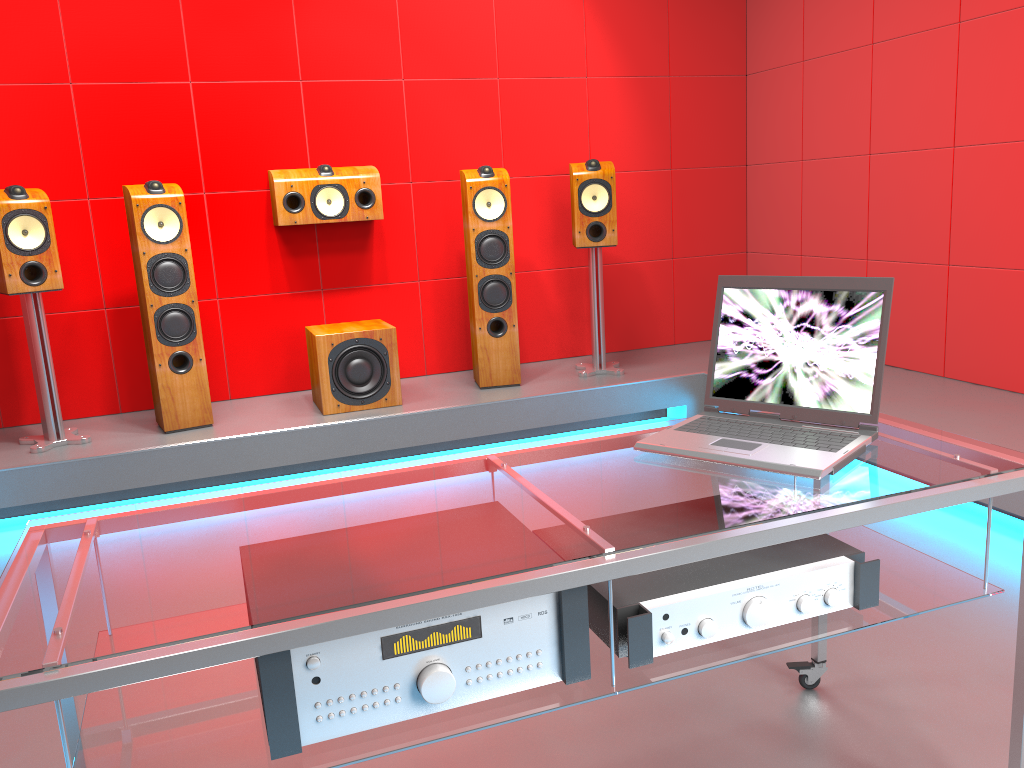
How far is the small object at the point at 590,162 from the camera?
4.25m

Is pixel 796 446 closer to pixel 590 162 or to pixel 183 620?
pixel 183 620

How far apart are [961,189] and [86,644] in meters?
3.8 m

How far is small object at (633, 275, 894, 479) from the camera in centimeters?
151cm

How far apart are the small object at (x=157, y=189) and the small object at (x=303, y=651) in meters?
2.9 m

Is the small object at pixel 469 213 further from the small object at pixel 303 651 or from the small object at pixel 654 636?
the small object at pixel 303 651

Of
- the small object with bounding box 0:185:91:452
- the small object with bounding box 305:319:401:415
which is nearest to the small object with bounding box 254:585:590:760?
the small object with bounding box 305:319:401:415

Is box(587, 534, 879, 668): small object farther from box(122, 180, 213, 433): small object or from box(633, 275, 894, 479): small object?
box(122, 180, 213, 433): small object

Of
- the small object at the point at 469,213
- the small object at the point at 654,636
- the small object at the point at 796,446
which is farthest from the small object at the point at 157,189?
the small object at the point at 654,636

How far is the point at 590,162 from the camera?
4.3 meters
